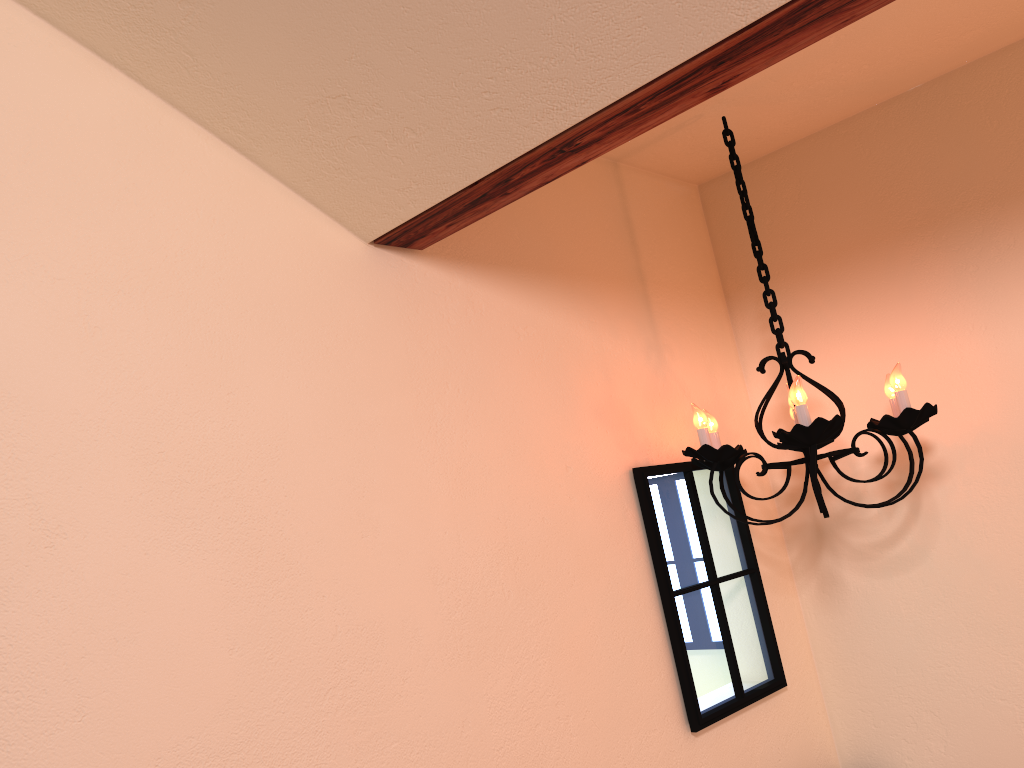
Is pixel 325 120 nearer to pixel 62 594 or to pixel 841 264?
pixel 62 594

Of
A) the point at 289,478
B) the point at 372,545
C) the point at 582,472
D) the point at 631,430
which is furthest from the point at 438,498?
the point at 631,430

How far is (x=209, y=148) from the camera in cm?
160

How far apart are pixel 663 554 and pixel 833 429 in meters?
0.5 m

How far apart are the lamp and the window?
0.0m

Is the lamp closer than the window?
Yes

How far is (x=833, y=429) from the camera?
1.8 meters

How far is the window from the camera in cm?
214

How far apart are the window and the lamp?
0.0m

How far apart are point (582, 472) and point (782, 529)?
0.87m
